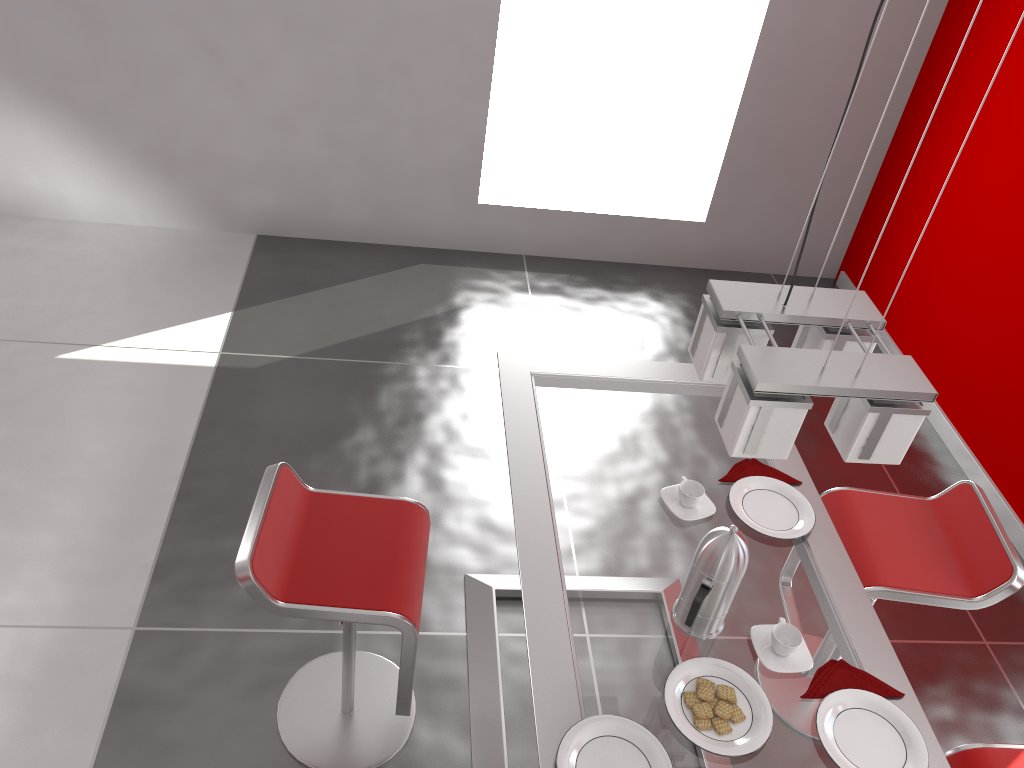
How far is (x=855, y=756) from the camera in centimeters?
169cm

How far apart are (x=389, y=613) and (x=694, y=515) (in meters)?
0.77

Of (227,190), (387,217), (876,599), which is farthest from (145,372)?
(876,599)

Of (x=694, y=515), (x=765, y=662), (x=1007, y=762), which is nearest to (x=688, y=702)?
(x=765, y=662)

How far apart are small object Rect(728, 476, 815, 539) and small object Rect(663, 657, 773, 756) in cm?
42

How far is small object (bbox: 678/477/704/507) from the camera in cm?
213

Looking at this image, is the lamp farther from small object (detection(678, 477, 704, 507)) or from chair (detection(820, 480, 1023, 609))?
chair (detection(820, 480, 1023, 609))

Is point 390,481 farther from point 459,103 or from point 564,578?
point 459,103

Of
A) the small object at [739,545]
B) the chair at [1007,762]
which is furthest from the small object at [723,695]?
the chair at [1007,762]

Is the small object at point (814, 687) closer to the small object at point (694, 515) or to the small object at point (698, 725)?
the small object at point (698, 725)
